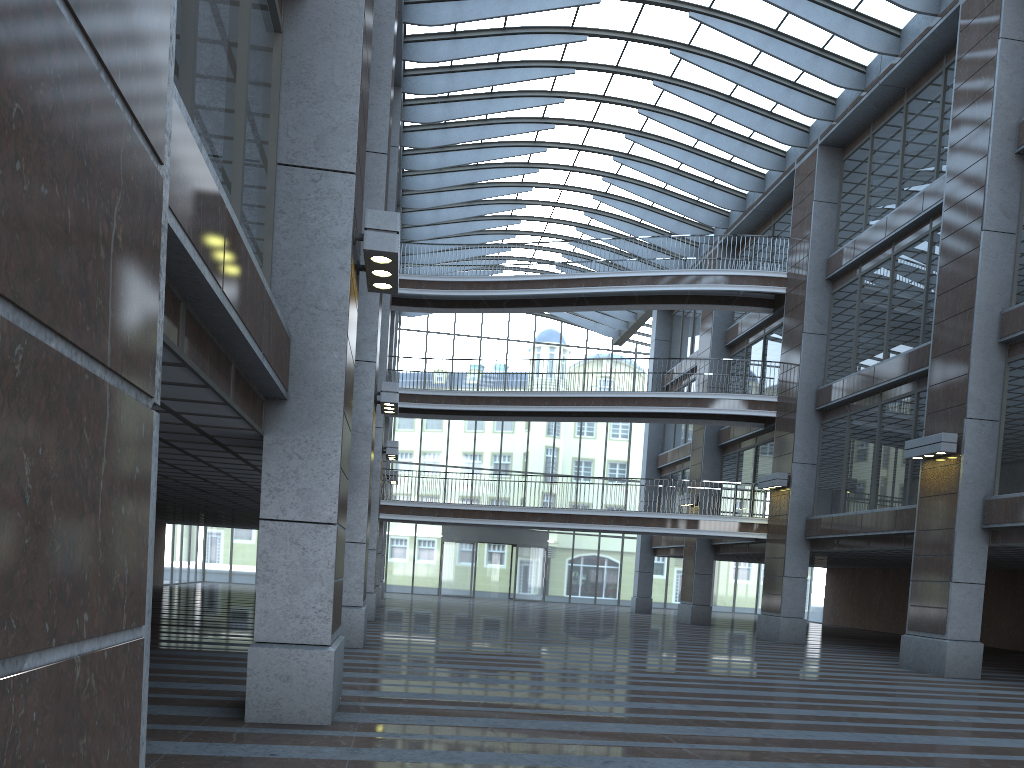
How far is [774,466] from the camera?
25.43m
